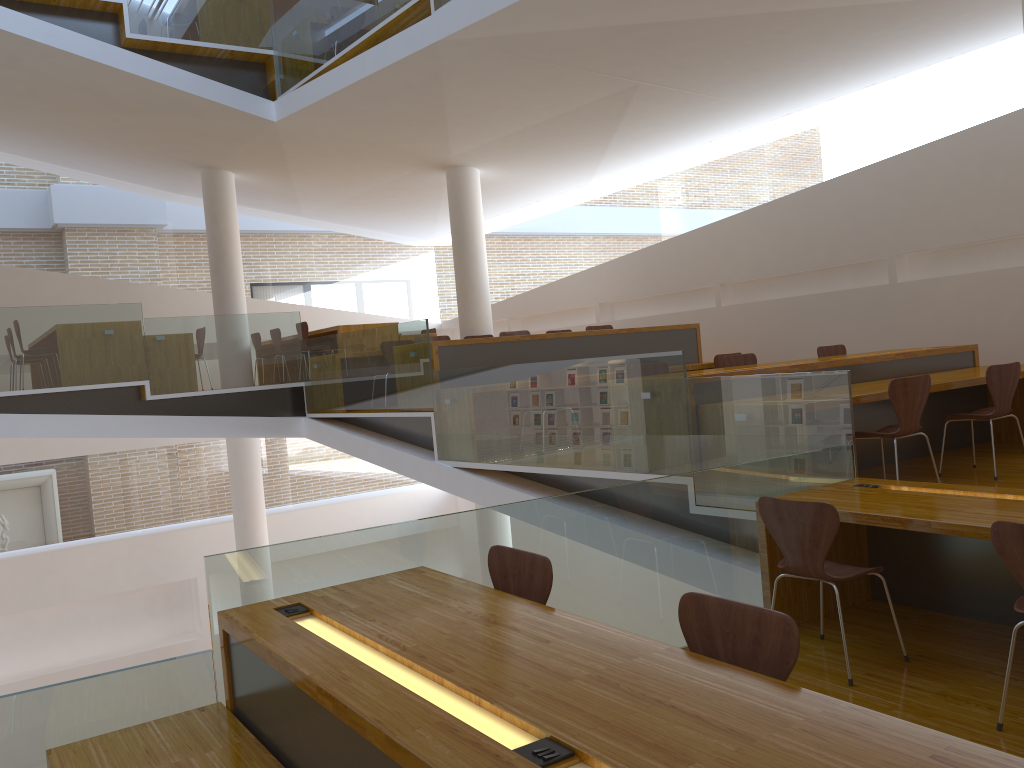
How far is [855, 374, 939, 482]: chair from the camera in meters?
4.8 m

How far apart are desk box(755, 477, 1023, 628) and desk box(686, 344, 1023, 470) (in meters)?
0.80

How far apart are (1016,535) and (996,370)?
3.0 meters

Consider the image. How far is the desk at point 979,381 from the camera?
5.7 meters

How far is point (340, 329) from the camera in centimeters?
1008cm

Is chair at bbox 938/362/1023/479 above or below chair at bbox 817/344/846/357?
below

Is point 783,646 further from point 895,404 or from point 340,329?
point 340,329

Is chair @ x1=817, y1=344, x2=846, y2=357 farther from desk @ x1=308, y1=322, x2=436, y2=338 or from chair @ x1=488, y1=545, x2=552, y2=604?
chair @ x1=488, y1=545, x2=552, y2=604

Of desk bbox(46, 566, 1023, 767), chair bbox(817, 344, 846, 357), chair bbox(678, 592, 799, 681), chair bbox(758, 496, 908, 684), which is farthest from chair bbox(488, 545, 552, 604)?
chair bbox(817, 344, 846, 357)

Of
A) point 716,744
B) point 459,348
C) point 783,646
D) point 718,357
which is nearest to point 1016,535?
point 783,646
